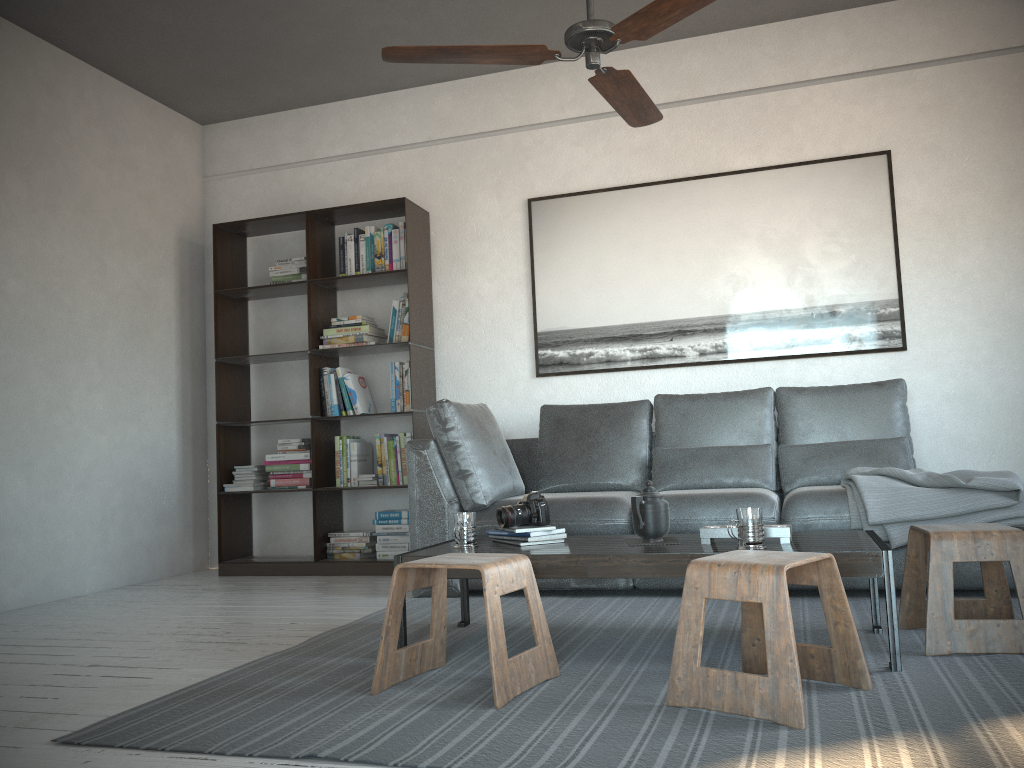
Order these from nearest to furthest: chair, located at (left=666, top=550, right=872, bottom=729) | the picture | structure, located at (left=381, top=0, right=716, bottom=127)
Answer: chair, located at (left=666, top=550, right=872, bottom=729) → structure, located at (left=381, top=0, right=716, bottom=127) → the picture

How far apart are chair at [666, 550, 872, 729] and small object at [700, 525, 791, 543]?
0.3m

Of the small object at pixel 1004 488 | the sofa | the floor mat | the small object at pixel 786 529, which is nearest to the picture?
the sofa

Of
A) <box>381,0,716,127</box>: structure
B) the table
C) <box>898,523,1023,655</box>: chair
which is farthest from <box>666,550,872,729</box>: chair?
<box>381,0,716,127</box>: structure

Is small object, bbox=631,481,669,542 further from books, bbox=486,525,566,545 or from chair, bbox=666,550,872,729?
chair, bbox=666,550,872,729

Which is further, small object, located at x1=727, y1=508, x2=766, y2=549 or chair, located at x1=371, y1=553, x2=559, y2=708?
small object, located at x1=727, y1=508, x2=766, y2=549

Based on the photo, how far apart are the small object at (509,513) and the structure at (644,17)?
1.4m

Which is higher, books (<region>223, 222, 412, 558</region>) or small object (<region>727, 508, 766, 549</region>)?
books (<region>223, 222, 412, 558</region>)

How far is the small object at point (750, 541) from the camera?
2.51m

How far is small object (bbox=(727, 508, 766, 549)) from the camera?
2.51m
